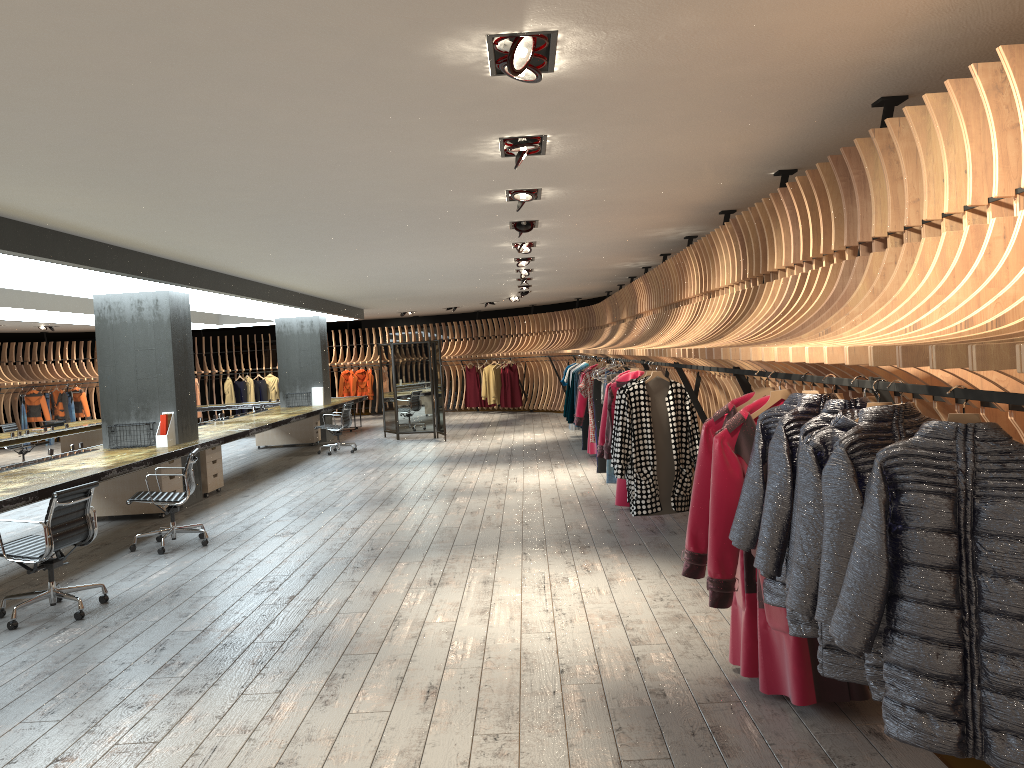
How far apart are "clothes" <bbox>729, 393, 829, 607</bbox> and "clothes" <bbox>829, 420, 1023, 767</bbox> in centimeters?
100cm

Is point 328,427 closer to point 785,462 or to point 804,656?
point 804,656

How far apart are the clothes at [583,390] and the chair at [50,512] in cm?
679

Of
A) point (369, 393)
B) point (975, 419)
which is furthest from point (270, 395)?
point (975, 419)

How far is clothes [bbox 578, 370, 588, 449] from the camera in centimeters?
1378cm

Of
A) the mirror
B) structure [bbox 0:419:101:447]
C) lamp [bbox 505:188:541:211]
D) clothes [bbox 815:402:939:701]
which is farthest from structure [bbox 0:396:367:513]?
clothes [bbox 815:402:939:701]

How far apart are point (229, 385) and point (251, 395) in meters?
0.6 m

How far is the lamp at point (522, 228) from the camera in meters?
8.1

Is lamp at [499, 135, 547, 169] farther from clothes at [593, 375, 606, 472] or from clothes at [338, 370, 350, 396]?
clothes at [338, 370, 350, 396]

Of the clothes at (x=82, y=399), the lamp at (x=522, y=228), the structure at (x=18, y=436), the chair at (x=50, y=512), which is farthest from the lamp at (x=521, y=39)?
the clothes at (x=82, y=399)
